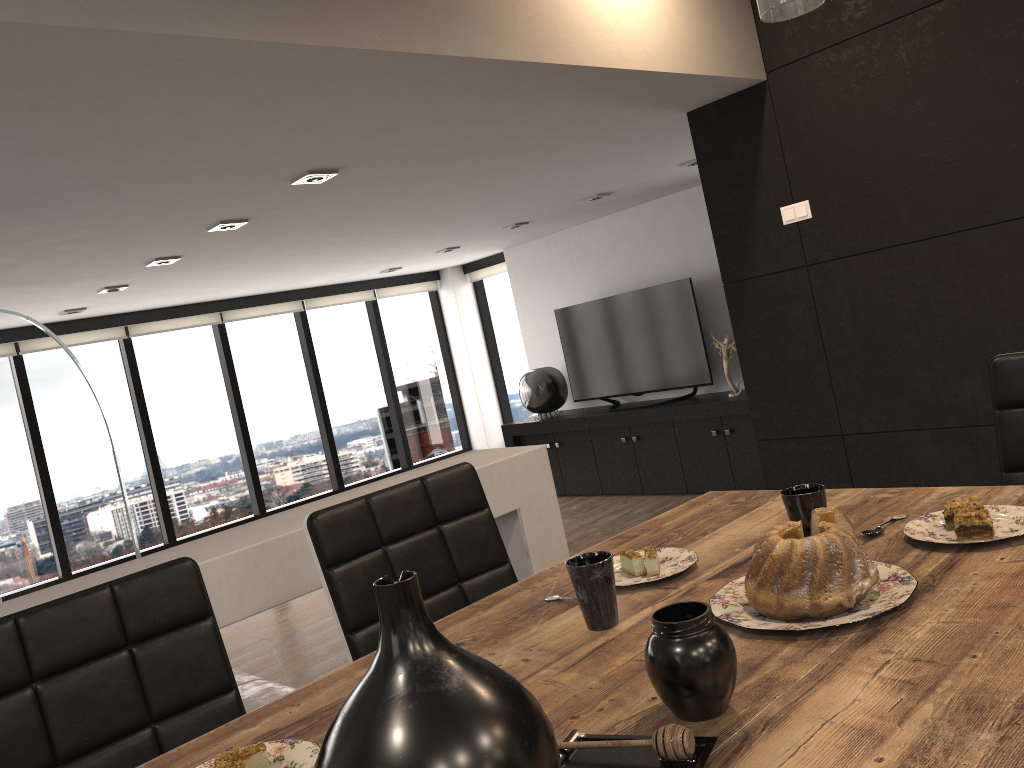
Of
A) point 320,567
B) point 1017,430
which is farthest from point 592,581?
point 1017,430

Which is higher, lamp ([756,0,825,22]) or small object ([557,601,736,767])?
lamp ([756,0,825,22])

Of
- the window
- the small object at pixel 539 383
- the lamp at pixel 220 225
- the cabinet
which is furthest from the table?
the window

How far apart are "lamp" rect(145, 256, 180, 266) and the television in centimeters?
375cm

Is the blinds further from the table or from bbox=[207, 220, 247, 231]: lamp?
the table

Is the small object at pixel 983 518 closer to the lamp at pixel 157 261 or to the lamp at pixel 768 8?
the lamp at pixel 768 8

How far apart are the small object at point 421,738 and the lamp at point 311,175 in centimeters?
333cm

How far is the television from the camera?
7.1 meters

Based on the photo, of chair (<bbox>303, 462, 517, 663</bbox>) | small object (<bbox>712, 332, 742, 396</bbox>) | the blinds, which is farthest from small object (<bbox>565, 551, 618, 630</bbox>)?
the blinds

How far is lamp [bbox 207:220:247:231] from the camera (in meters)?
4.47
